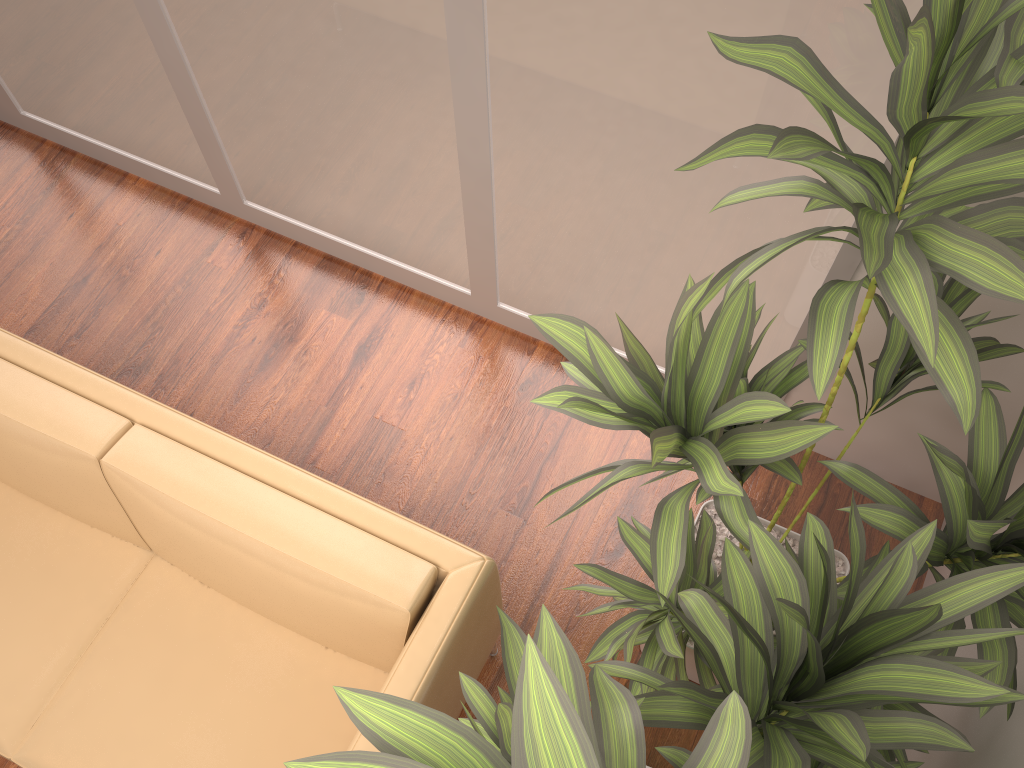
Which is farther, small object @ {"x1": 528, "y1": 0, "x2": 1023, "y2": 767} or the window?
the window

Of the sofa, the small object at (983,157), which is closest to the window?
the small object at (983,157)

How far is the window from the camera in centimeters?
192cm

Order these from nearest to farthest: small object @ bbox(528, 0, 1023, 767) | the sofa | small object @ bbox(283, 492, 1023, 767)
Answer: small object @ bbox(283, 492, 1023, 767)
small object @ bbox(528, 0, 1023, 767)
the sofa

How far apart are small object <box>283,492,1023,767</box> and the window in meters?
0.9

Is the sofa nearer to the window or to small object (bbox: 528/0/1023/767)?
small object (bbox: 528/0/1023/767)

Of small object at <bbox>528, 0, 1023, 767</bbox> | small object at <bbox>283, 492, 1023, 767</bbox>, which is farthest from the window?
small object at <bbox>283, 492, 1023, 767</bbox>

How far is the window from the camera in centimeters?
192cm

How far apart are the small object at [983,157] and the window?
0.3m

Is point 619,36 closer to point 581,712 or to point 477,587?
point 477,587
